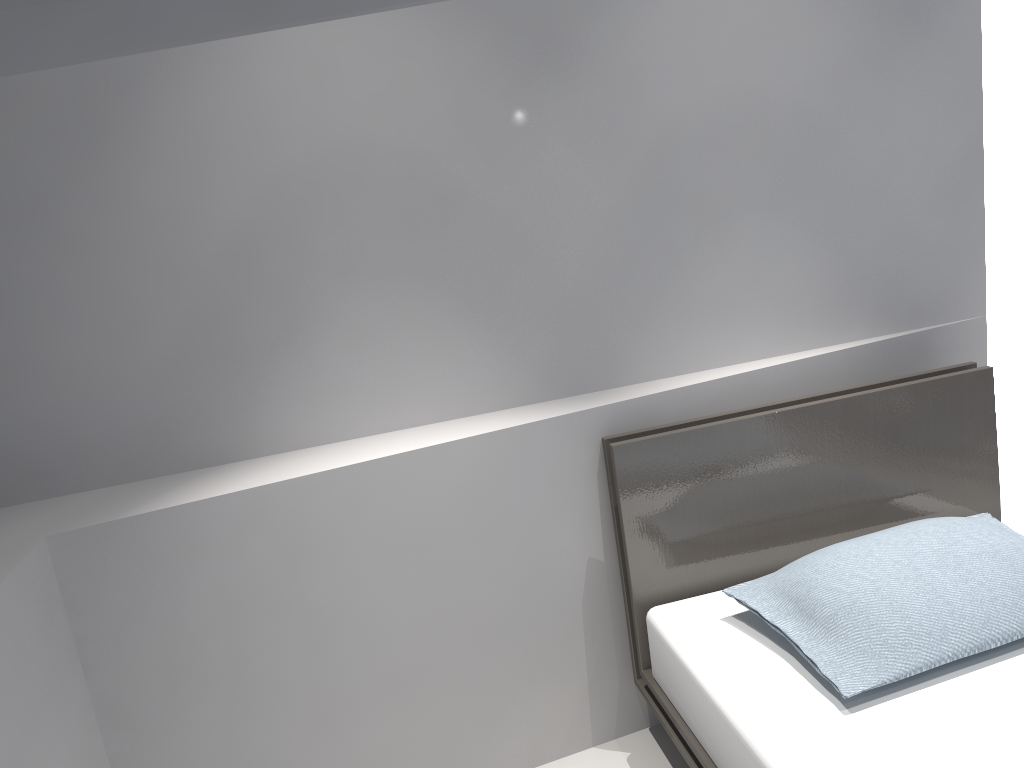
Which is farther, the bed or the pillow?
the pillow

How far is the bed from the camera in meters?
1.6 m

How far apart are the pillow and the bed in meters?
0.0 m

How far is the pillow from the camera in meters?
1.7

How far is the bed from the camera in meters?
1.6

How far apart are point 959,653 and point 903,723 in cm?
21

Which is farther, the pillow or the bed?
the pillow

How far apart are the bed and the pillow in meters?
0.0
